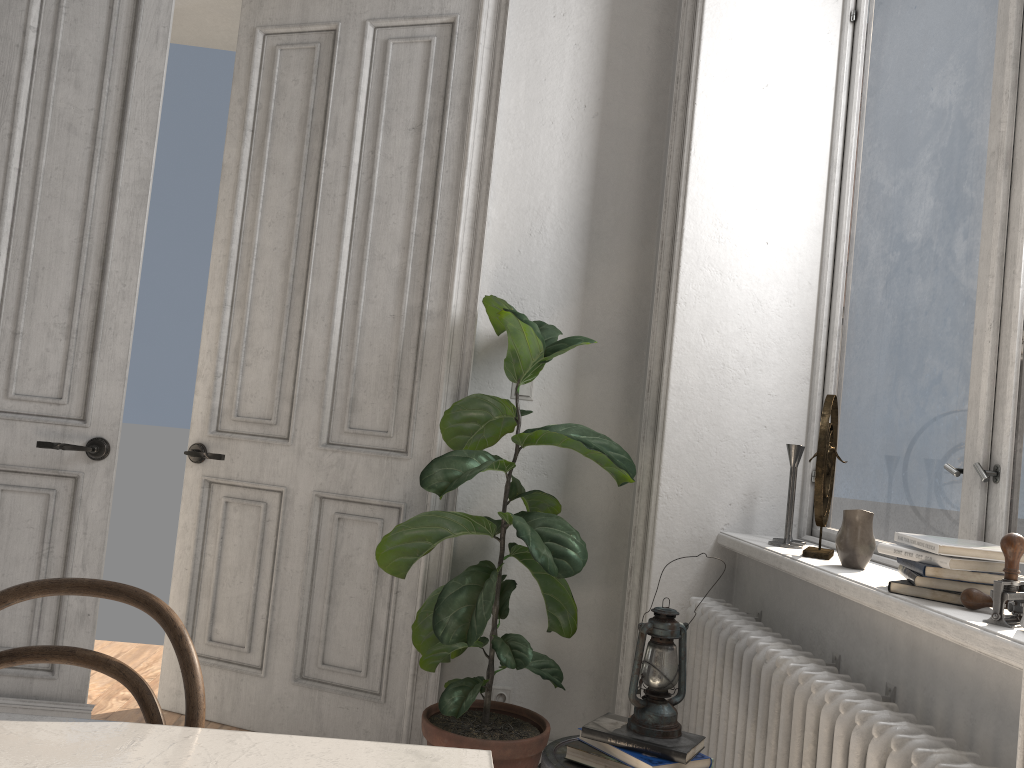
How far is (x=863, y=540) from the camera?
2.07m

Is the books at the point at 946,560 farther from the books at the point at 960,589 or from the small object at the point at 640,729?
the small object at the point at 640,729

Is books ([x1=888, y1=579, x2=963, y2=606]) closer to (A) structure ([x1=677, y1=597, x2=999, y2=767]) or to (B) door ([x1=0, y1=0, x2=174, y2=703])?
(A) structure ([x1=677, y1=597, x2=999, y2=767])

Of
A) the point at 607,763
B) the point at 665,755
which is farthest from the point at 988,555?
the point at 607,763

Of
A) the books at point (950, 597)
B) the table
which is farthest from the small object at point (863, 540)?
the table

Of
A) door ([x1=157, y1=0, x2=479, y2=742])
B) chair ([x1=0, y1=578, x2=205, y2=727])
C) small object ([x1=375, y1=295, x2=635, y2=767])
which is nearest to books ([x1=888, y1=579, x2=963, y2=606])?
small object ([x1=375, y1=295, x2=635, y2=767])

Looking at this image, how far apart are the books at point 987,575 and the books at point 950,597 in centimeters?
3cm

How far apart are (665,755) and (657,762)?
0.0m

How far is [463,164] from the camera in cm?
316

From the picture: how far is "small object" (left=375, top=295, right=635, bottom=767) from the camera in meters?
2.5 m
